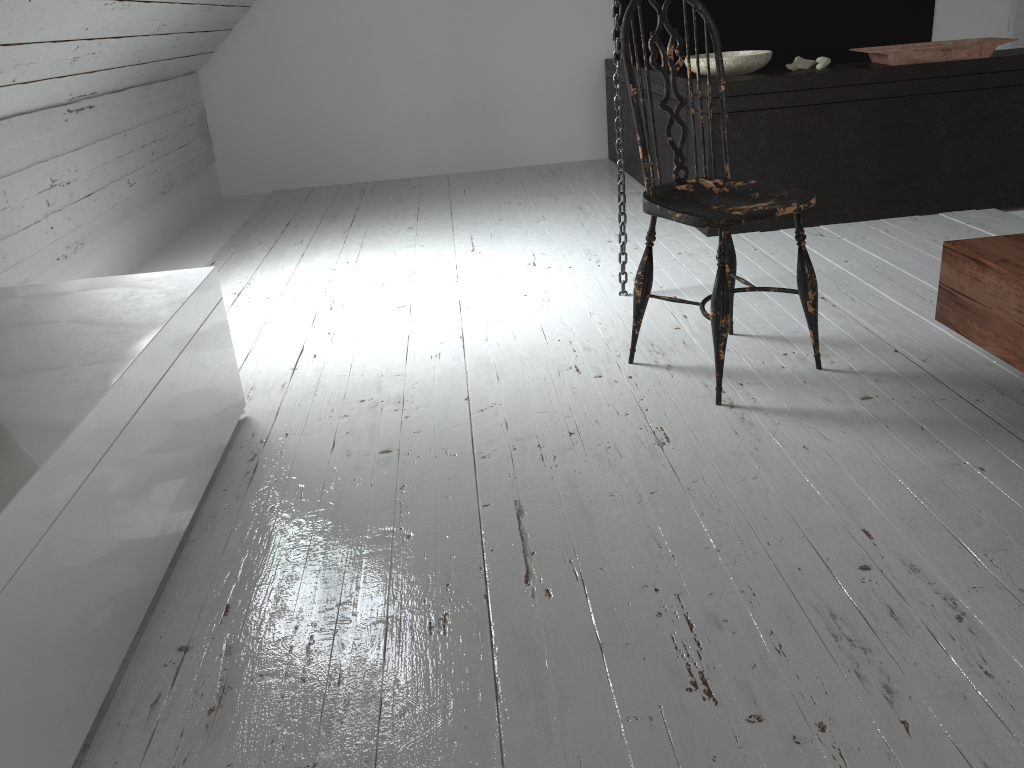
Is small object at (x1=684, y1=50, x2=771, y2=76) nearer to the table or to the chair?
the chair

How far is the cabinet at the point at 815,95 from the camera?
3.34m

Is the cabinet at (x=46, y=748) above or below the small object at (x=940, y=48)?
below

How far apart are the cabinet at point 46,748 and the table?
1.6 meters

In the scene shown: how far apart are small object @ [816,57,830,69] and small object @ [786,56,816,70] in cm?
3

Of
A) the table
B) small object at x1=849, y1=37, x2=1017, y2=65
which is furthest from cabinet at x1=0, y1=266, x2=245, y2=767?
small object at x1=849, y1=37, x2=1017, y2=65

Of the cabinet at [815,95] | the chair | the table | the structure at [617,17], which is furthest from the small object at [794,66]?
the table

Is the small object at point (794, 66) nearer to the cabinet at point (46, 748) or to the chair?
the chair

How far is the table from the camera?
1.7 meters

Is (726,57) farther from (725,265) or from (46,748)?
(46,748)
